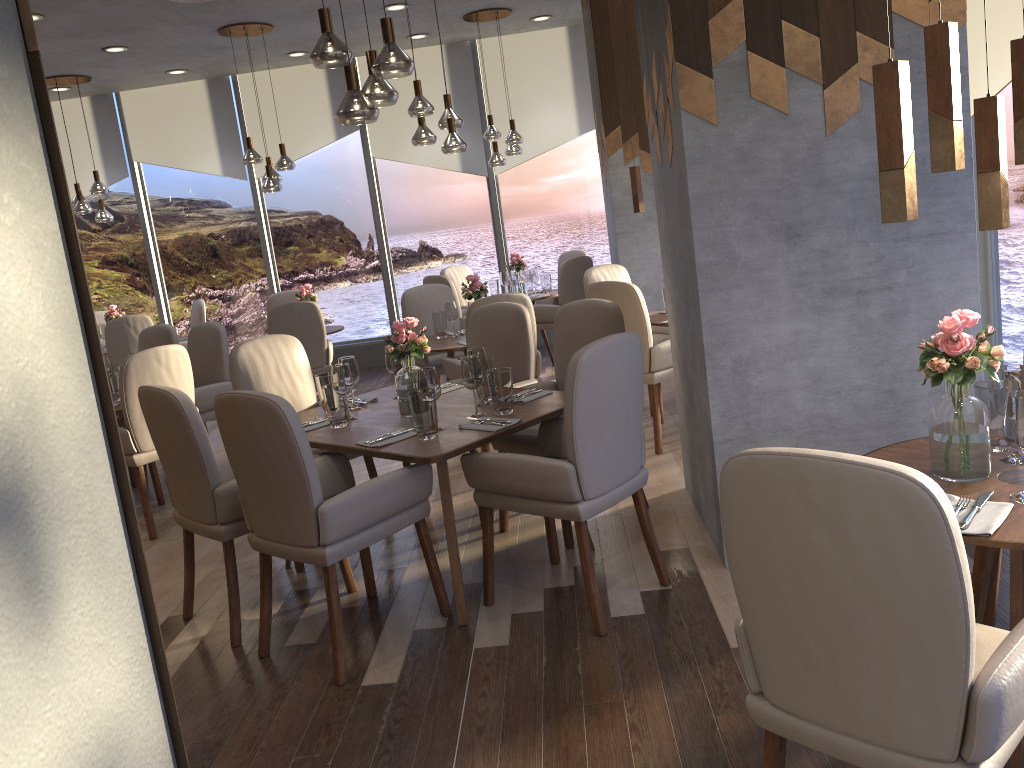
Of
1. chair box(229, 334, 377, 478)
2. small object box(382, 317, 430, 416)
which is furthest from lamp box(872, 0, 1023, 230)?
chair box(229, 334, 377, 478)

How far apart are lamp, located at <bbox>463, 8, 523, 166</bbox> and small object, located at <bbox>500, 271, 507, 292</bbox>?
1.0 meters

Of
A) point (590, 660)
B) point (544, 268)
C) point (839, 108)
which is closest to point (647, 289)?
point (544, 268)

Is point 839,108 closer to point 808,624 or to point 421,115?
point 808,624

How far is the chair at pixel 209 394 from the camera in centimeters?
562cm

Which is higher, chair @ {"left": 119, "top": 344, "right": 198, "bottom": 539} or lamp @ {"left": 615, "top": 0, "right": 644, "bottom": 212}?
lamp @ {"left": 615, "top": 0, "right": 644, "bottom": 212}

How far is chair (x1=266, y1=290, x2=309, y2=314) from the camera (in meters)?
8.28

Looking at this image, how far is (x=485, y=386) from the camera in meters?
3.8 m

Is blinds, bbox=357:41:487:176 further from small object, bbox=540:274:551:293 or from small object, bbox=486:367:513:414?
small object, bbox=486:367:513:414

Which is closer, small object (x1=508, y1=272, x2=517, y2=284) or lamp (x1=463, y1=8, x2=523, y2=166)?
lamp (x1=463, y1=8, x2=523, y2=166)
